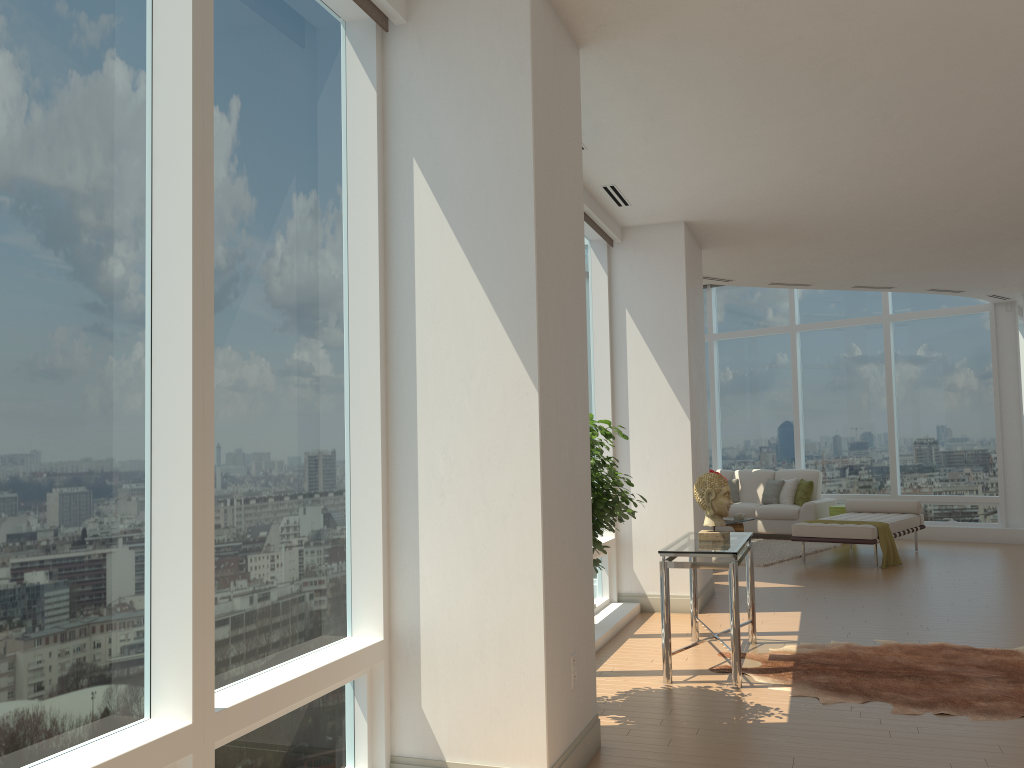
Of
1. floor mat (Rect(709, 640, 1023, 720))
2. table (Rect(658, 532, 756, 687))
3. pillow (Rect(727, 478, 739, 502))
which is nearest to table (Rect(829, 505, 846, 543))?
pillow (Rect(727, 478, 739, 502))

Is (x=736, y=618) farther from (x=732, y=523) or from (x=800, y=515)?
(x=800, y=515)

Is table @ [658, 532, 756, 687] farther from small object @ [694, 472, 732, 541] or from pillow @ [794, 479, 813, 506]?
pillow @ [794, 479, 813, 506]

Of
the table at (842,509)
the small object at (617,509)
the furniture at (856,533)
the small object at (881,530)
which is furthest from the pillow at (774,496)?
the small object at (617,509)

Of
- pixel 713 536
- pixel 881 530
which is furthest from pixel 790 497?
pixel 713 536

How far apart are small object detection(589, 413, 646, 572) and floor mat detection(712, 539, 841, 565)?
5.99m

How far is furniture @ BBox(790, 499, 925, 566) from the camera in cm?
1006

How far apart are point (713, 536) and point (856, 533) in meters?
5.0

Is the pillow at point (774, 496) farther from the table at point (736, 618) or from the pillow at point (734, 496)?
the table at point (736, 618)

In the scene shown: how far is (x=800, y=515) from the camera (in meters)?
13.06
